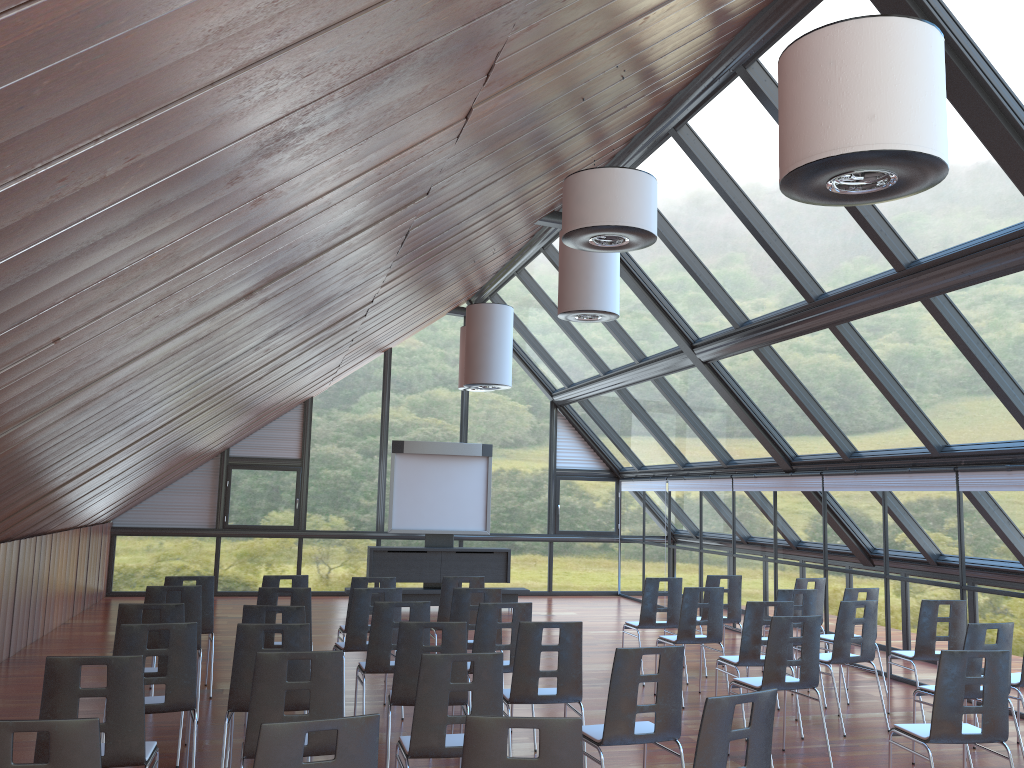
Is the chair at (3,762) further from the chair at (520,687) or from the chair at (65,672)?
the chair at (520,687)

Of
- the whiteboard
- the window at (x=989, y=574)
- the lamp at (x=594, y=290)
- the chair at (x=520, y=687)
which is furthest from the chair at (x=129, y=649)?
the whiteboard

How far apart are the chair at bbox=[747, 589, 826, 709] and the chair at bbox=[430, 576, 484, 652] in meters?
3.1

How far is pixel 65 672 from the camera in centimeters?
452cm

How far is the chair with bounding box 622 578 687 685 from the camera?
10.1 meters

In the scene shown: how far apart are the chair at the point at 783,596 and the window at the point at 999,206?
2.30m

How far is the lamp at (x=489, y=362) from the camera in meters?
12.1 m

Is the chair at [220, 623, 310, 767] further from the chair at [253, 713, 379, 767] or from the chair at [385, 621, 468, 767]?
the chair at [253, 713, 379, 767]

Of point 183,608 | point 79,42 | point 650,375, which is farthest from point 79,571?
point 79,42

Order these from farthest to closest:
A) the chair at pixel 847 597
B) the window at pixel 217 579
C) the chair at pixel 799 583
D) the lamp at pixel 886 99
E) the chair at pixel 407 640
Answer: the window at pixel 217 579, the chair at pixel 799 583, the chair at pixel 847 597, the chair at pixel 407 640, the lamp at pixel 886 99
